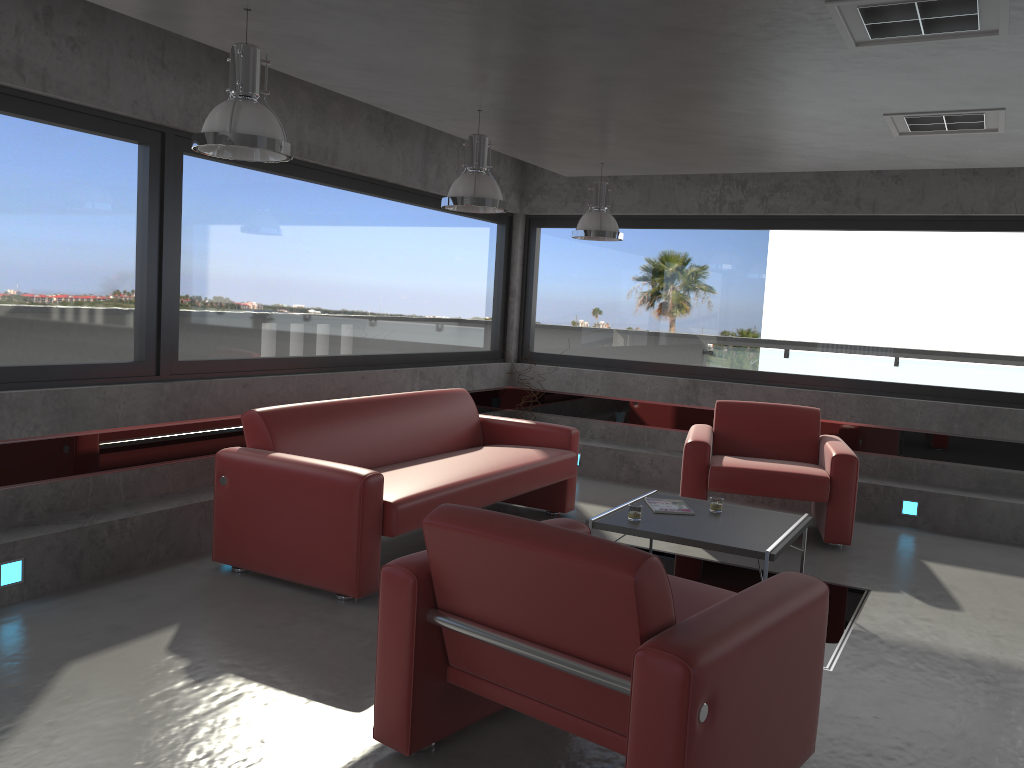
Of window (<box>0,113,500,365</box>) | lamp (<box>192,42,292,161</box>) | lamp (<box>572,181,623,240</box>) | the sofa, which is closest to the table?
the sofa

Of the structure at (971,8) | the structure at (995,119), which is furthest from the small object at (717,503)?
the structure at (971,8)

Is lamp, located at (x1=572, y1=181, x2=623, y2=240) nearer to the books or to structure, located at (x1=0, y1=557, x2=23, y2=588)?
the books

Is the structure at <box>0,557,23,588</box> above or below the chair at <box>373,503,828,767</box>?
below

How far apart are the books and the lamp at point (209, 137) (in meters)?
2.77

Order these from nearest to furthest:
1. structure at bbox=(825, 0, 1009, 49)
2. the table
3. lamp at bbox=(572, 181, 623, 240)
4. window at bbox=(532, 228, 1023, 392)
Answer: structure at bbox=(825, 0, 1009, 49)
the table
lamp at bbox=(572, 181, 623, 240)
window at bbox=(532, 228, 1023, 392)

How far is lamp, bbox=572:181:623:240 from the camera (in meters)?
6.53

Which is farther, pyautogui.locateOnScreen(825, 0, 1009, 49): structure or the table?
the table

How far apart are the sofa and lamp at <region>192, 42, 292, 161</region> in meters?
1.6 m

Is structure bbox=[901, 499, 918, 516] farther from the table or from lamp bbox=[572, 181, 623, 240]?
lamp bbox=[572, 181, 623, 240]
